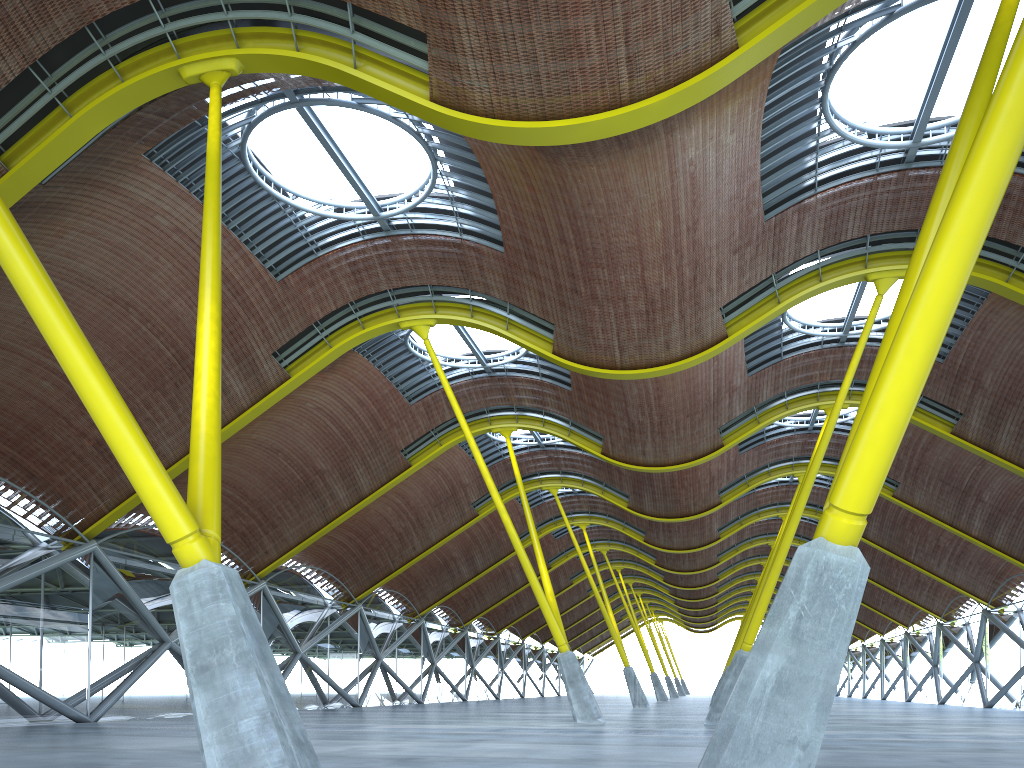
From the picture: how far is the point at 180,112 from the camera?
20.6m

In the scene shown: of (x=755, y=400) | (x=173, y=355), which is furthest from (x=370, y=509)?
(x=755, y=400)
